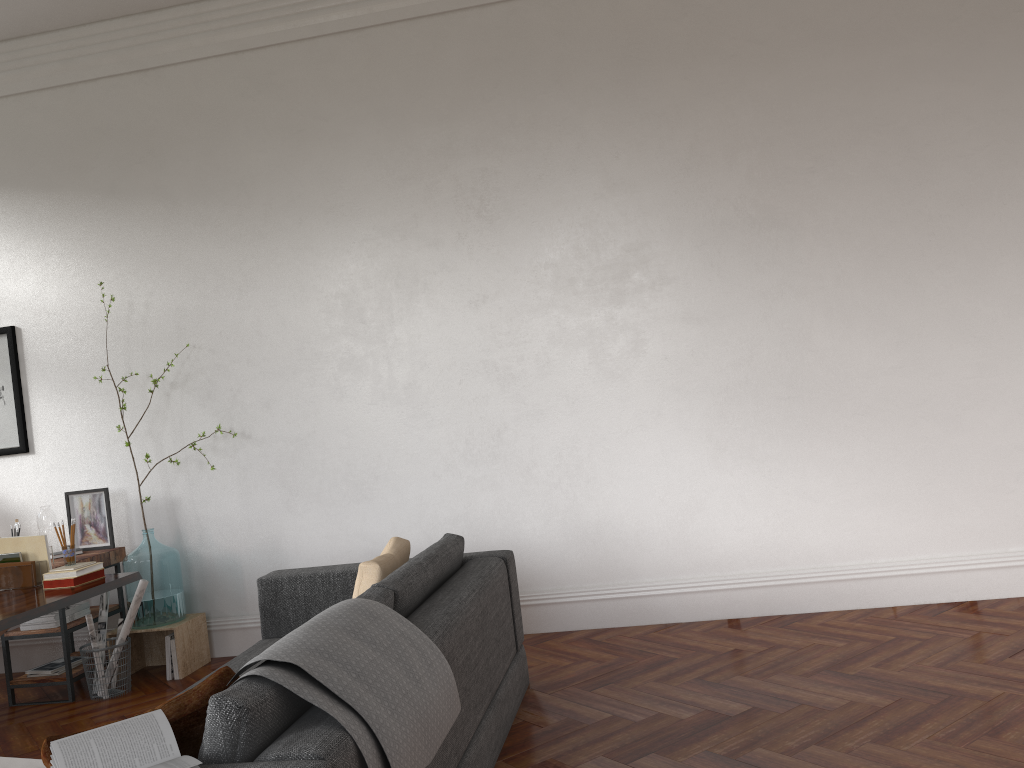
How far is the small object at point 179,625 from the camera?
5.1m

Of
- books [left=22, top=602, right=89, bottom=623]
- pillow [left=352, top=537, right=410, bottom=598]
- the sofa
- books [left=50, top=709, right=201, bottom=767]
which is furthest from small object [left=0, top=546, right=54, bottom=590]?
books [left=50, top=709, right=201, bottom=767]

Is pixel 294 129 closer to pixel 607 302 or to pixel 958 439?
pixel 607 302

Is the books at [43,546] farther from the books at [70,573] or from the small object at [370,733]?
the small object at [370,733]

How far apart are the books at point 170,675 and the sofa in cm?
111

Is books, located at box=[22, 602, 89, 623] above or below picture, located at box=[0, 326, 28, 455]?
below

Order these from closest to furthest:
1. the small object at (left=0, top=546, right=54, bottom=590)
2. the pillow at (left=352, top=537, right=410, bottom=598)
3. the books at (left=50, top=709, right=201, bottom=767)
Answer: the books at (left=50, top=709, right=201, bottom=767)
the pillow at (left=352, top=537, right=410, bottom=598)
the small object at (left=0, top=546, right=54, bottom=590)

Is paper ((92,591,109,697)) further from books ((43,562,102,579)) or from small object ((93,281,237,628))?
books ((43,562,102,579))

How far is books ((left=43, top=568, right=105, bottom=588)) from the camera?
3.93m

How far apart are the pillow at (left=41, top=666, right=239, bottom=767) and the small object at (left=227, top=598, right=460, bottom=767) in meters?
0.0
